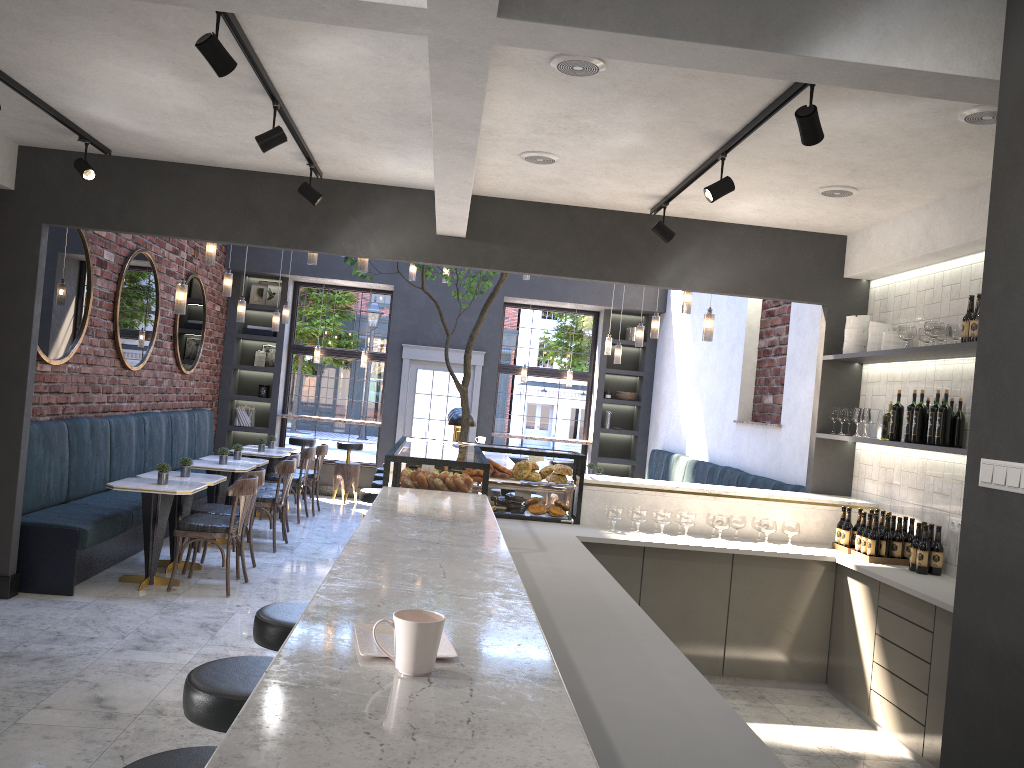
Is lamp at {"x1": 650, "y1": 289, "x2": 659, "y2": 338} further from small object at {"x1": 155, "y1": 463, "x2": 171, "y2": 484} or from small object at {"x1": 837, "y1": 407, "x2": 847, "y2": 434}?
small object at {"x1": 155, "y1": 463, "x2": 171, "y2": 484}

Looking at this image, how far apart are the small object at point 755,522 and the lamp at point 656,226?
1.9 meters

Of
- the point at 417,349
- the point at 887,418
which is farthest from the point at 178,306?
the point at 417,349

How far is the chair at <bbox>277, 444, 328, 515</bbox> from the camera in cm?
1063

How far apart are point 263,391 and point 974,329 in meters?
9.6

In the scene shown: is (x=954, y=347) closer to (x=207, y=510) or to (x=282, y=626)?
(x=282, y=626)

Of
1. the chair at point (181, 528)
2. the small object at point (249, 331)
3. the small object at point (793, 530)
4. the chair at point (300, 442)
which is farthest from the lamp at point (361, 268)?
the small object at point (249, 331)

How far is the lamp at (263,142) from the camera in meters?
4.3 m

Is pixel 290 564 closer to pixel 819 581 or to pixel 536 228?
pixel 536 228

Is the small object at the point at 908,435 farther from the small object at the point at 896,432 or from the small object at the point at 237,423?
the small object at the point at 237,423
